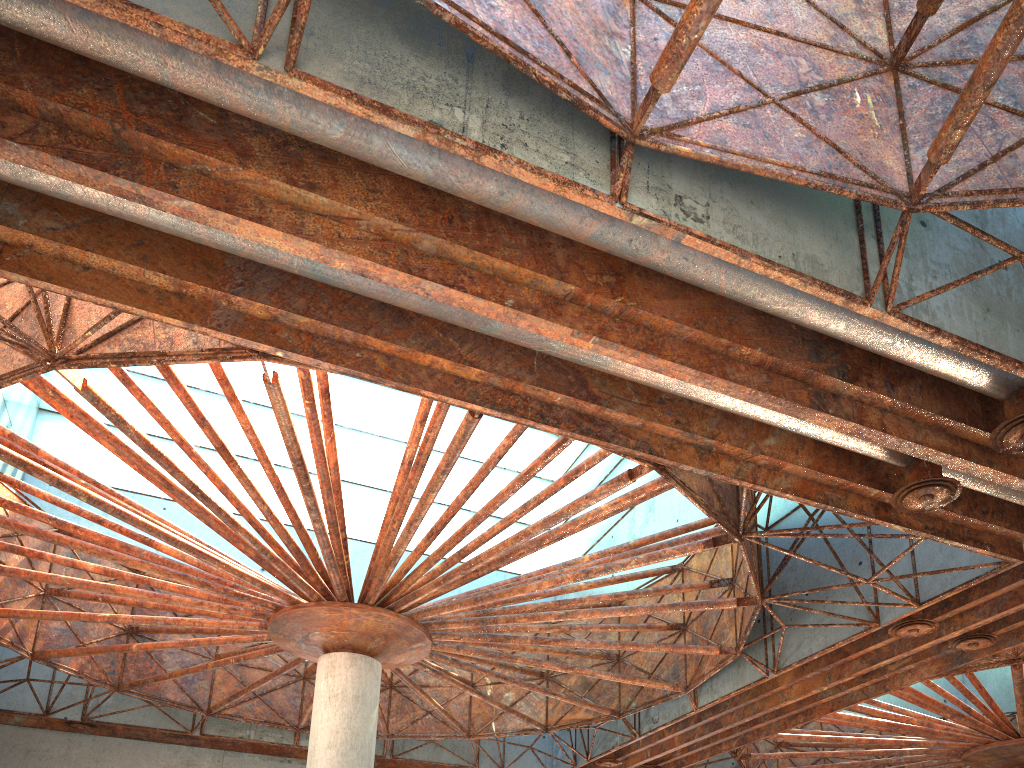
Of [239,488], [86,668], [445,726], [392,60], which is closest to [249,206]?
[392,60]
